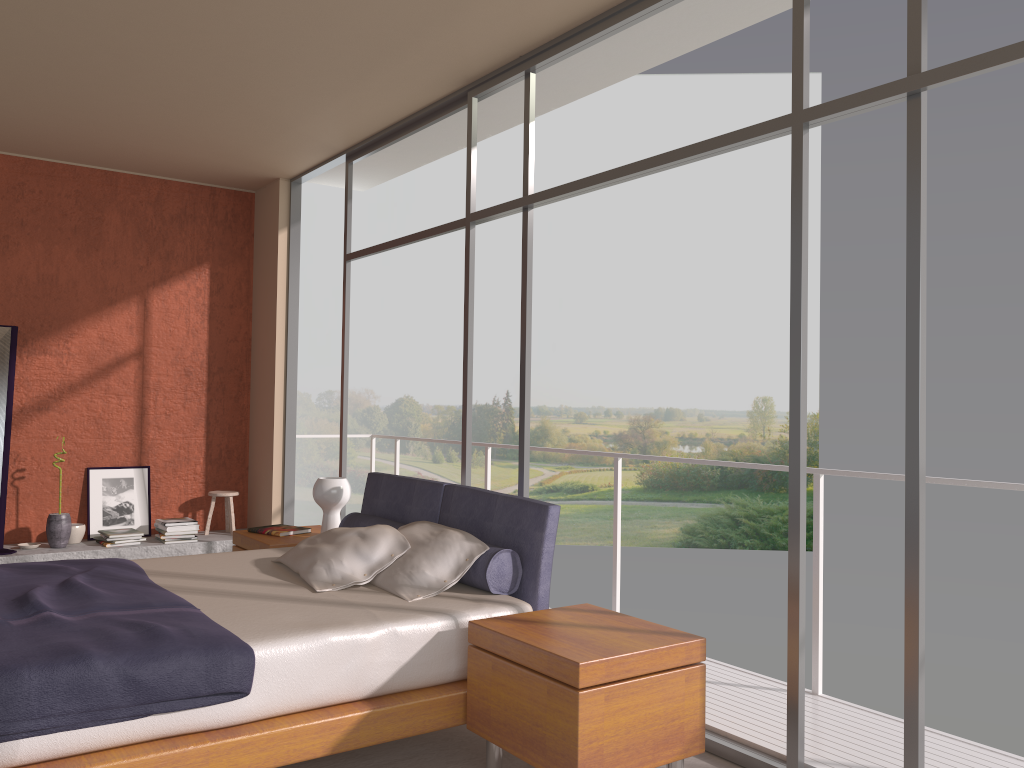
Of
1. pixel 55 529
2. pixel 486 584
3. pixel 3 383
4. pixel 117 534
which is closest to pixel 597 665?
pixel 486 584

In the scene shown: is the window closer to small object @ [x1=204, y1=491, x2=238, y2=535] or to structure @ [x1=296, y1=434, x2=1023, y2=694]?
structure @ [x1=296, y1=434, x2=1023, y2=694]

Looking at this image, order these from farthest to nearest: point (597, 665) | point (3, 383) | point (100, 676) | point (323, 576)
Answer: point (3, 383) → point (323, 576) → point (597, 665) → point (100, 676)

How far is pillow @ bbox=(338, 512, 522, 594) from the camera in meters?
3.6

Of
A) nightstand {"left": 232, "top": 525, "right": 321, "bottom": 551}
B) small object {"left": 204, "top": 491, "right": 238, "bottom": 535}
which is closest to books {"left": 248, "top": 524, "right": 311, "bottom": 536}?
nightstand {"left": 232, "top": 525, "right": 321, "bottom": 551}

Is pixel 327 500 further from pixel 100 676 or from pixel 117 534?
pixel 100 676

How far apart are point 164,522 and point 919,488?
5.6m

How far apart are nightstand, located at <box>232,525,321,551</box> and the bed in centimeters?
26cm

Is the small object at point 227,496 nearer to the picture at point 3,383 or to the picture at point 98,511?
the picture at point 98,511

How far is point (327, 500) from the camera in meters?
5.1
